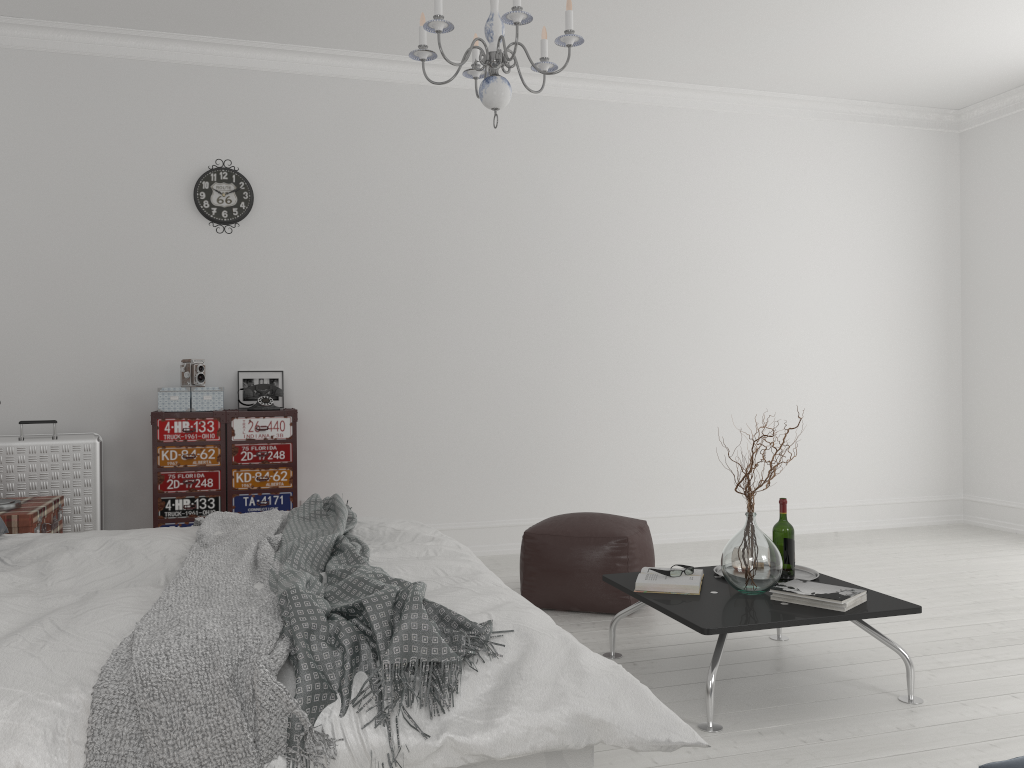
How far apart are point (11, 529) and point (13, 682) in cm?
222

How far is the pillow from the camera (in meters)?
3.17

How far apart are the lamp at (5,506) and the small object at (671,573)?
2.75m

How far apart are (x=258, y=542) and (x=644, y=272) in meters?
3.7

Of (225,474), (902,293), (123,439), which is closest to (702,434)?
(902,293)

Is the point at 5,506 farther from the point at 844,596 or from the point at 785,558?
the point at 844,596

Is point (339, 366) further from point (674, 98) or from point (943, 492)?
point (943, 492)

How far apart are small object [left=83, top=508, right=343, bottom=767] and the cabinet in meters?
1.3 m

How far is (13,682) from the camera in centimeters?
168cm

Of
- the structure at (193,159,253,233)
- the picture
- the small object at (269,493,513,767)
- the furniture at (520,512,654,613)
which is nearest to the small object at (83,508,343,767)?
the small object at (269,493,513,767)
